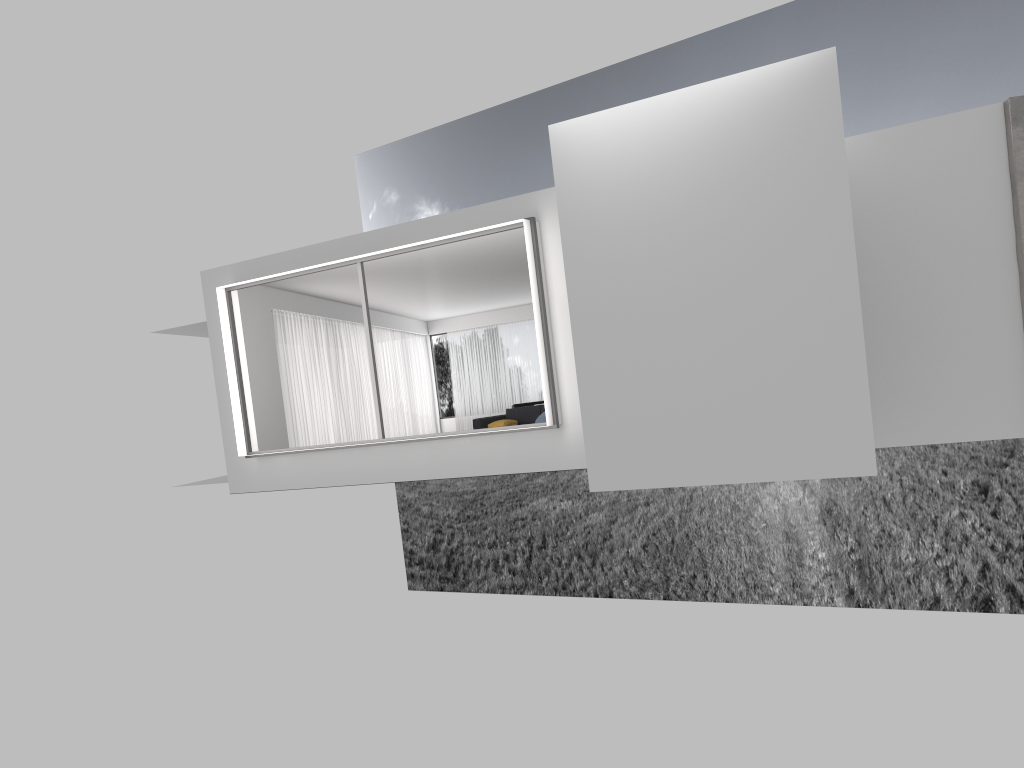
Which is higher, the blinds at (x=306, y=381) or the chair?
the blinds at (x=306, y=381)

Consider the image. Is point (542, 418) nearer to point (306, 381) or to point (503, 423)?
point (503, 423)

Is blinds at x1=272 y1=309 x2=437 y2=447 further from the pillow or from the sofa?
the pillow

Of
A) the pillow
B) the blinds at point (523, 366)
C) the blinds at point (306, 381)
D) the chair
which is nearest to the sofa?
the pillow

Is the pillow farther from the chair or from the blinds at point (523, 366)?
the blinds at point (523, 366)

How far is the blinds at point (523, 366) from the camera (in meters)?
22.49

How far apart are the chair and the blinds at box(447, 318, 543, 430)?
9.9m

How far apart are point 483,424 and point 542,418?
3.4 meters

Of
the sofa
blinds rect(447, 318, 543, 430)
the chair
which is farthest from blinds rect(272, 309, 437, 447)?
the chair

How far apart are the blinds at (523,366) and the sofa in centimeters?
623cm
